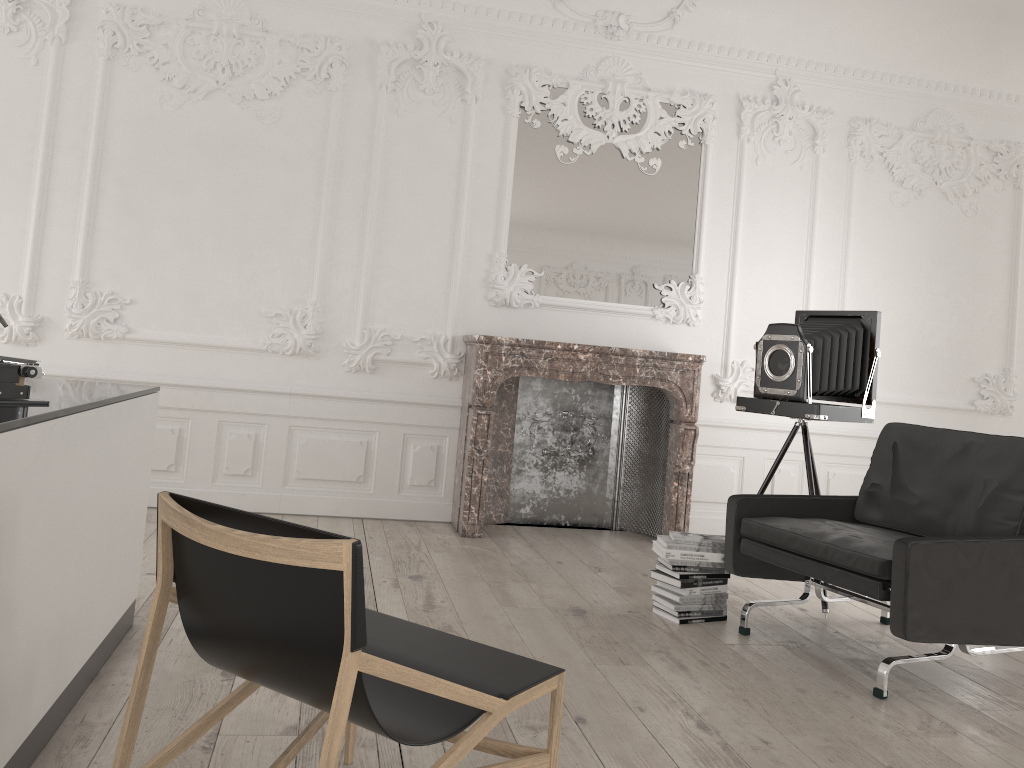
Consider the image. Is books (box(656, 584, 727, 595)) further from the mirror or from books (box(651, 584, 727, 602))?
the mirror

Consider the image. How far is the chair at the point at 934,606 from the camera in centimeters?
321cm

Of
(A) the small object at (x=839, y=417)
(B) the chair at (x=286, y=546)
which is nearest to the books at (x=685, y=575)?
(A) the small object at (x=839, y=417)

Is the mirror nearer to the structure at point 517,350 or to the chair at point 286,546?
the structure at point 517,350

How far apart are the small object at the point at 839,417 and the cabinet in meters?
2.9 m

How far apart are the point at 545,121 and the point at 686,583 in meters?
3.4

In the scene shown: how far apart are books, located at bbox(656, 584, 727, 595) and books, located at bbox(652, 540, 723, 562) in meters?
0.1

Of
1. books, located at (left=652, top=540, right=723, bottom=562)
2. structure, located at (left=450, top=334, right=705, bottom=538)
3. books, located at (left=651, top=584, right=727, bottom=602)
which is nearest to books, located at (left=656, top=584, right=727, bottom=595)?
books, located at (left=651, top=584, right=727, bottom=602)

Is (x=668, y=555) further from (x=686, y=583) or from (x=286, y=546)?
(x=286, y=546)

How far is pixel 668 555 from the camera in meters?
4.0 m
